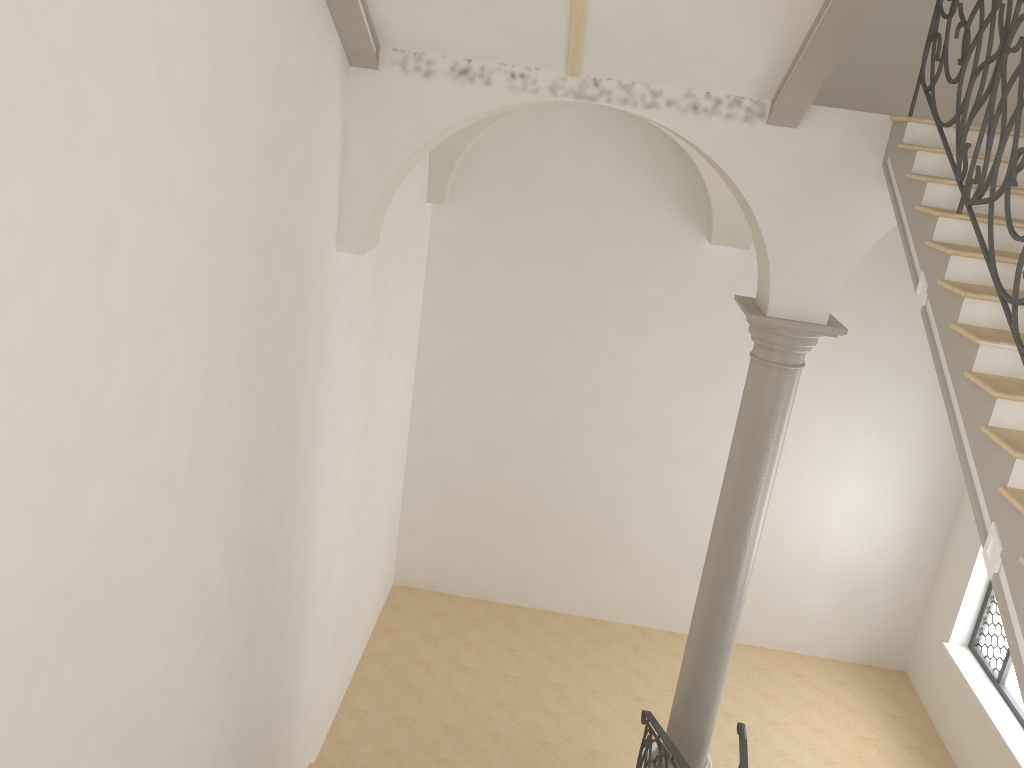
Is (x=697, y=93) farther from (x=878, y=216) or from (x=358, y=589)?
(x=358, y=589)

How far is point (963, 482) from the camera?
10.37m

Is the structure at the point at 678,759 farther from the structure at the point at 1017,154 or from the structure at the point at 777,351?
the structure at the point at 1017,154

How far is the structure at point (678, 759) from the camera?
6.0m

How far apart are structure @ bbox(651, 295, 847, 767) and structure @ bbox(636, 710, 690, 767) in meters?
0.2

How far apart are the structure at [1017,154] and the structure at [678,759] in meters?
3.5 m

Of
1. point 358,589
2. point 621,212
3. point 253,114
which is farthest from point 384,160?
point 358,589

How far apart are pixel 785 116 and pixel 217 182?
3.6 meters

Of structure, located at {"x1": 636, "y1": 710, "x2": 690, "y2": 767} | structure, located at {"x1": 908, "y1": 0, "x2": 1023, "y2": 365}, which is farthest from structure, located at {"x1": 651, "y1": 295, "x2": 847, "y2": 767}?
structure, located at {"x1": 908, "y1": 0, "x2": 1023, "y2": 365}

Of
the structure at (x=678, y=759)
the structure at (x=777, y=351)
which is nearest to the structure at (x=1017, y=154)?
→ the structure at (x=777, y=351)
